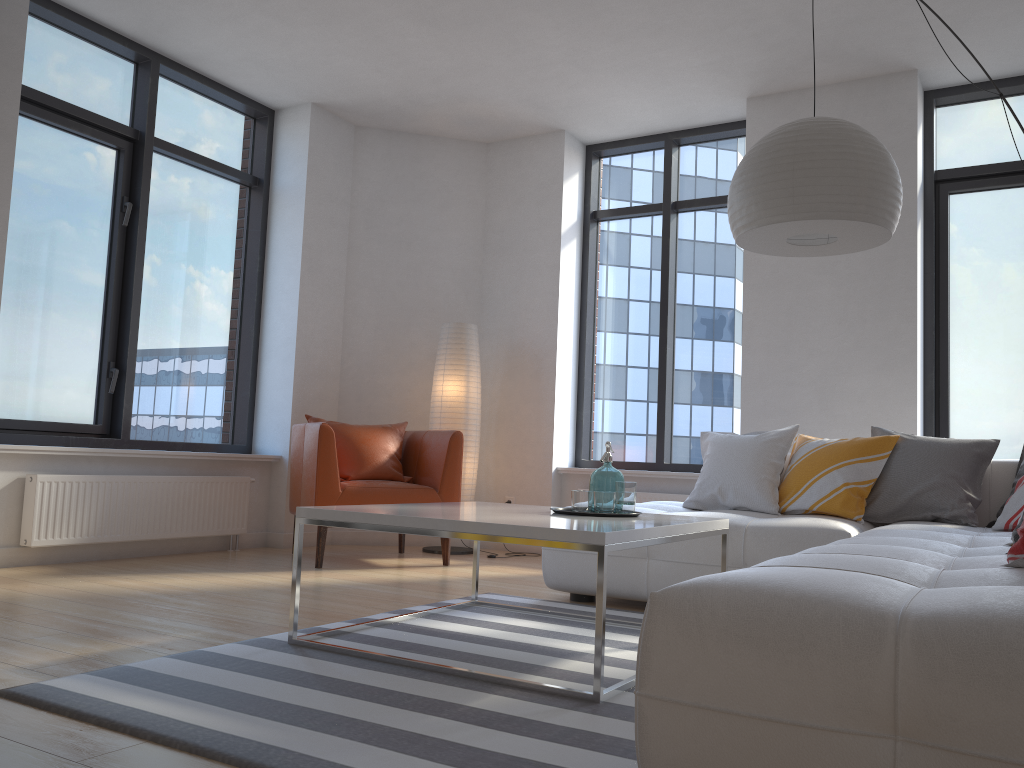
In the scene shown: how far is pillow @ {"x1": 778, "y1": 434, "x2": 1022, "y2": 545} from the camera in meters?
3.9 m

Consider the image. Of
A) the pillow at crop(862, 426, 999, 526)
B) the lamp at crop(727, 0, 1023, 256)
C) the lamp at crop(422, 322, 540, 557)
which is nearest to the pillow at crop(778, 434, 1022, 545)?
the pillow at crop(862, 426, 999, 526)

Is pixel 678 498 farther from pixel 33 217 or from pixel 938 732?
pixel 938 732

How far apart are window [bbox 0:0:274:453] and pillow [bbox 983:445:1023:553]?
4.50m

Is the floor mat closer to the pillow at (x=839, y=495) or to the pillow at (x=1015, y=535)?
the pillow at (x=839, y=495)

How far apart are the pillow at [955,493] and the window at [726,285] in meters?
1.8 m

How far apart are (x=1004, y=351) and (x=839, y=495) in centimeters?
205cm

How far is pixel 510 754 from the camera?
1.8 meters

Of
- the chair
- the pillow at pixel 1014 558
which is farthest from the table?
the chair

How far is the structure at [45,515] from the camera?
4.4 meters
